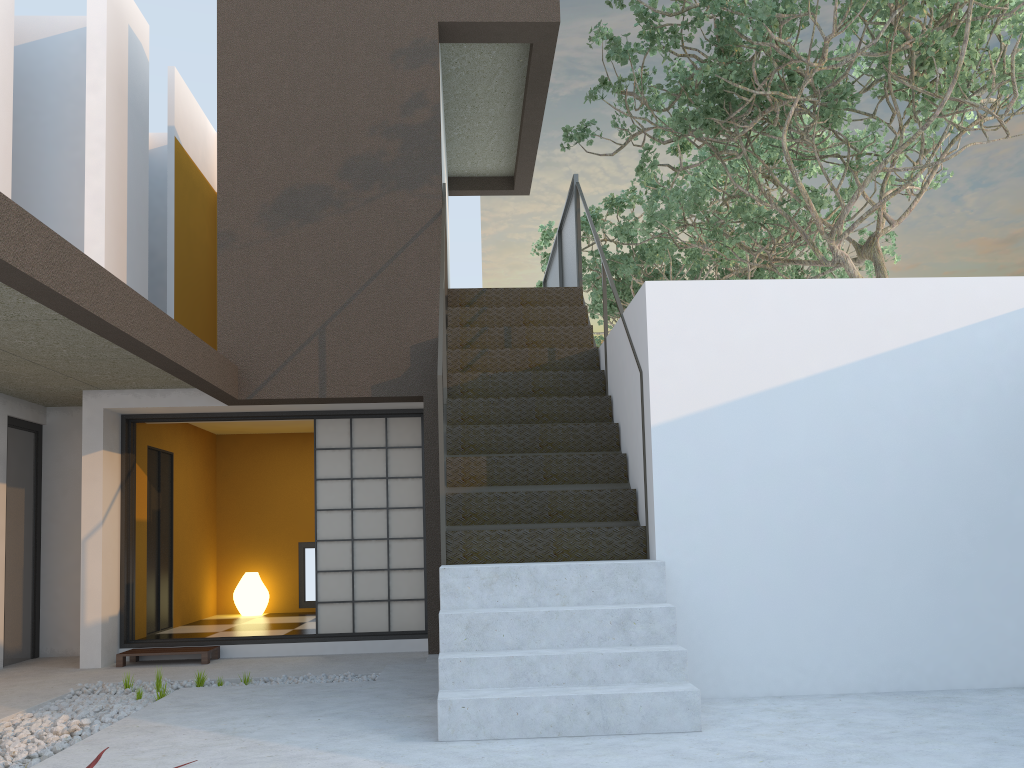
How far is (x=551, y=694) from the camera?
3.78m

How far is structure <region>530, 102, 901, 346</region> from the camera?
10.9 meters

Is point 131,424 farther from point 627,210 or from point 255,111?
point 627,210

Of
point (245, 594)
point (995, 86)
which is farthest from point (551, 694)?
point (245, 594)

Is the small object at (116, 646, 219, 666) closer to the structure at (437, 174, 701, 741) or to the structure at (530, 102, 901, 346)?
the structure at (437, 174, 701, 741)

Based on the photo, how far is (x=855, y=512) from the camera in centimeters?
473cm

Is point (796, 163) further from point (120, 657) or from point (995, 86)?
point (120, 657)

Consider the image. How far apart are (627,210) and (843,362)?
15.3m

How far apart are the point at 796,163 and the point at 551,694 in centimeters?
882cm

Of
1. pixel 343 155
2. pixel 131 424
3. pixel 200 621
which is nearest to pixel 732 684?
pixel 343 155
